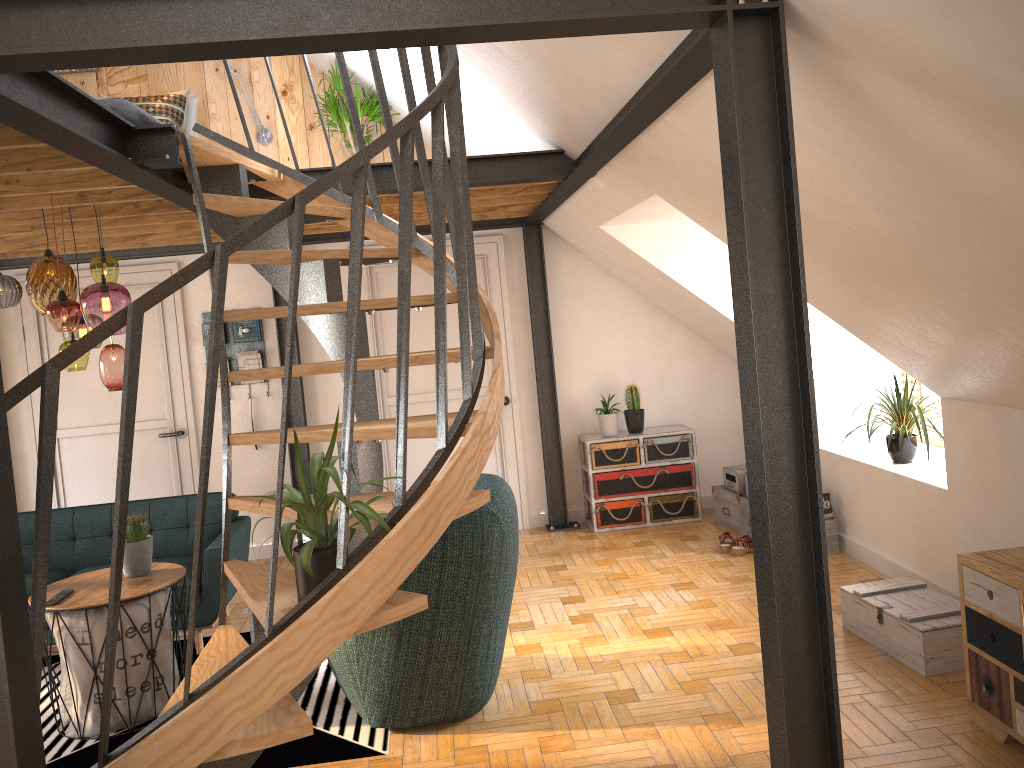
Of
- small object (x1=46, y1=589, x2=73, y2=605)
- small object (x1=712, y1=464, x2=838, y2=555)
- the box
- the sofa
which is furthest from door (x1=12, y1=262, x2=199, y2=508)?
the box

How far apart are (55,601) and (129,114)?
2.4 meters

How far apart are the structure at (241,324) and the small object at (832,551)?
3.5 meters

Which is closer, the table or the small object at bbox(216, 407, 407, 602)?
the small object at bbox(216, 407, 407, 602)

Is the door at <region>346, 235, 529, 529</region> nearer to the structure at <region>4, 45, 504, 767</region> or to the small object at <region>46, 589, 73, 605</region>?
the structure at <region>4, 45, 504, 767</region>

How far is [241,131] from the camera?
6.6m

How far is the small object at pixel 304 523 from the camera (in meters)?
2.50

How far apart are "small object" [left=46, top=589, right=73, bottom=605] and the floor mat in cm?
63

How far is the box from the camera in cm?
379

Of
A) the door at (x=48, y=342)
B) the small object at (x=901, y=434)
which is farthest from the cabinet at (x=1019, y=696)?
the door at (x=48, y=342)
